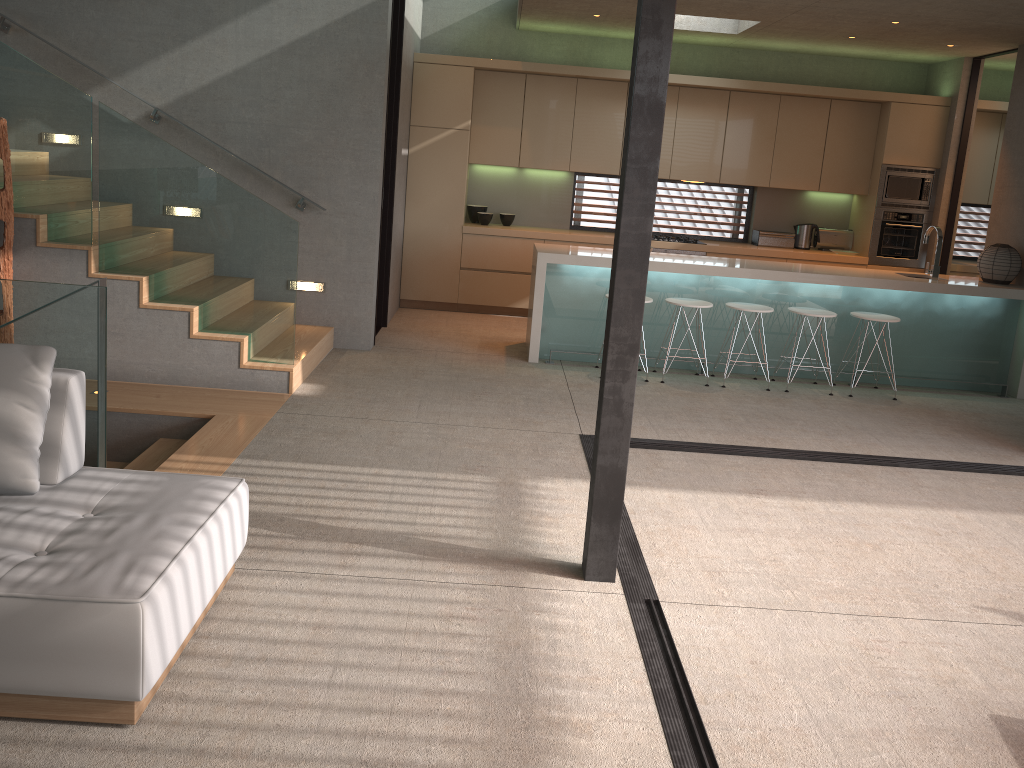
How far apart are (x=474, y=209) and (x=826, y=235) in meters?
3.8 m

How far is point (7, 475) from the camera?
2.92m

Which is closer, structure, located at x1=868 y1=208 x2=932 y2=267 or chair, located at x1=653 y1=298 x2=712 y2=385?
chair, located at x1=653 y1=298 x2=712 y2=385

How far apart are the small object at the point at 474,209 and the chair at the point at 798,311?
3.7 meters

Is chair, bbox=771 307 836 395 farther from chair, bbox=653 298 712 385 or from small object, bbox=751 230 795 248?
small object, bbox=751 230 795 248

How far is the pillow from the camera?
2.9m

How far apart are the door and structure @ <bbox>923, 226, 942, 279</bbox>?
1.9 meters

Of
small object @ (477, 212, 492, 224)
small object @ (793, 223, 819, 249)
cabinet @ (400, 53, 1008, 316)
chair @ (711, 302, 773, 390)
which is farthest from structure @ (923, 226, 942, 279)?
small object @ (477, 212, 492, 224)

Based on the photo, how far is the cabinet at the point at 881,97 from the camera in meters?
8.7 m

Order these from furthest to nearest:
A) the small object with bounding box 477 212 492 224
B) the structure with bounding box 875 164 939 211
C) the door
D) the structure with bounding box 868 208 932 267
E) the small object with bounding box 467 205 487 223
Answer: the small object with bounding box 467 205 487 223
the small object with bounding box 477 212 492 224
the structure with bounding box 868 208 932 267
the structure with bounding box 875 164 939 211
the door
